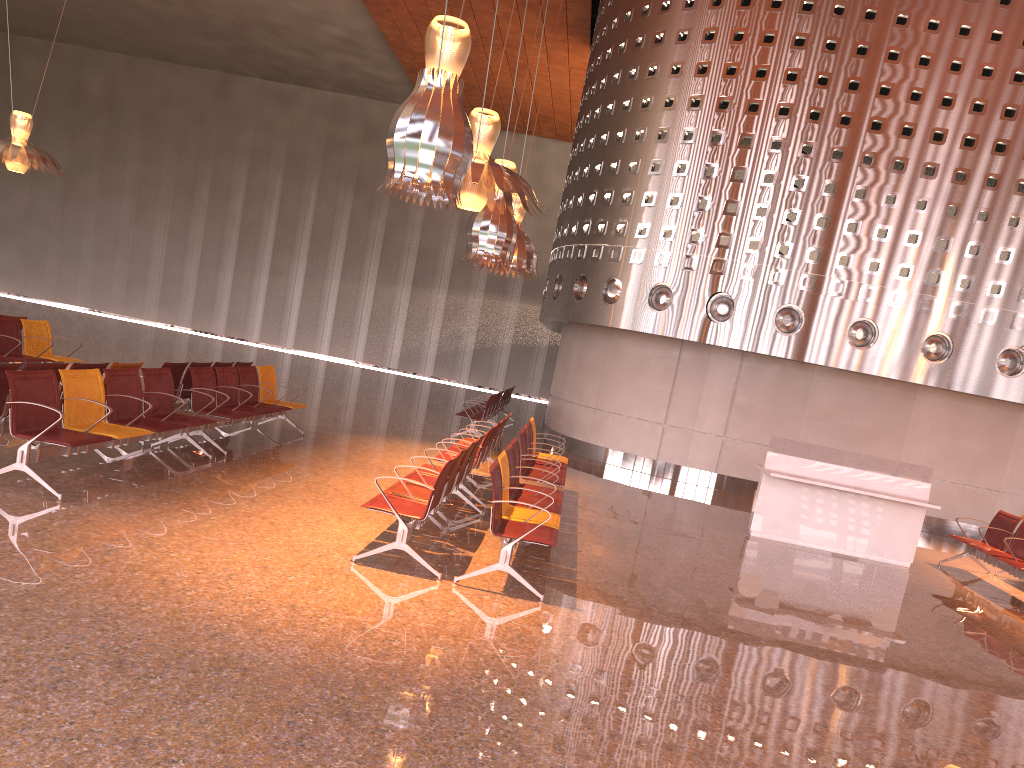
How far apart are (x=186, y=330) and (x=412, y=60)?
13.89m
